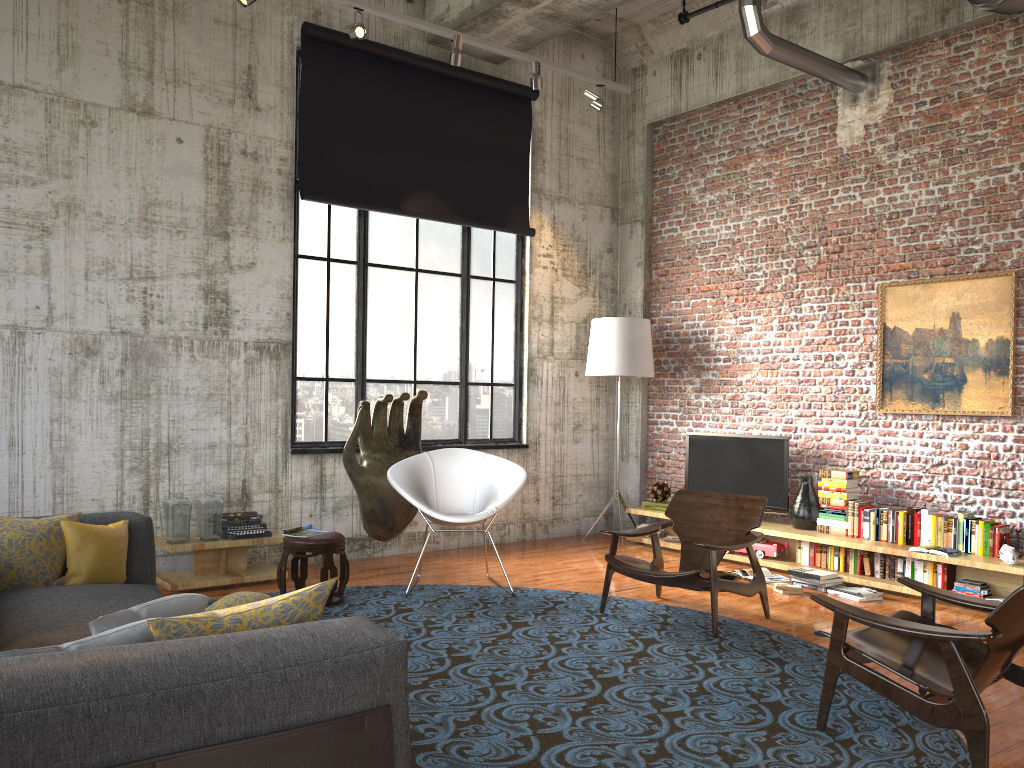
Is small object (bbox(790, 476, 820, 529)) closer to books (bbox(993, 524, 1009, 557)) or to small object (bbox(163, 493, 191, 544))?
books (bbox(993, 524, 1009, 557))

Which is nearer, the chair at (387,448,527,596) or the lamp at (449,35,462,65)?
the chair at (387,448,527,596)

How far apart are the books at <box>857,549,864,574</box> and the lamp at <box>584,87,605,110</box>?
4.53m

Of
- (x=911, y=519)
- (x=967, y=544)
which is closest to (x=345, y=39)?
(x=911, y=519)

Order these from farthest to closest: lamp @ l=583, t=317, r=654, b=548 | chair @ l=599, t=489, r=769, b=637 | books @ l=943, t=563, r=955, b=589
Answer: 1. lamp @ l=583, t=317, r=654, b=548
2. books @ l=943, t=563, r=955, b=589
3. chair @ l=599, t=489, r=769, b=637

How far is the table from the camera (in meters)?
6.30

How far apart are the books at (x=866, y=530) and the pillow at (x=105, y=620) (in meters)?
5.92

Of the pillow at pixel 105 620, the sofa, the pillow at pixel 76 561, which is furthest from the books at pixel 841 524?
Result: the pillow at pixel 105 620

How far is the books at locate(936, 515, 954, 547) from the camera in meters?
6.6 m

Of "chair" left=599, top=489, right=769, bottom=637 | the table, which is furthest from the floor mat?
the table
